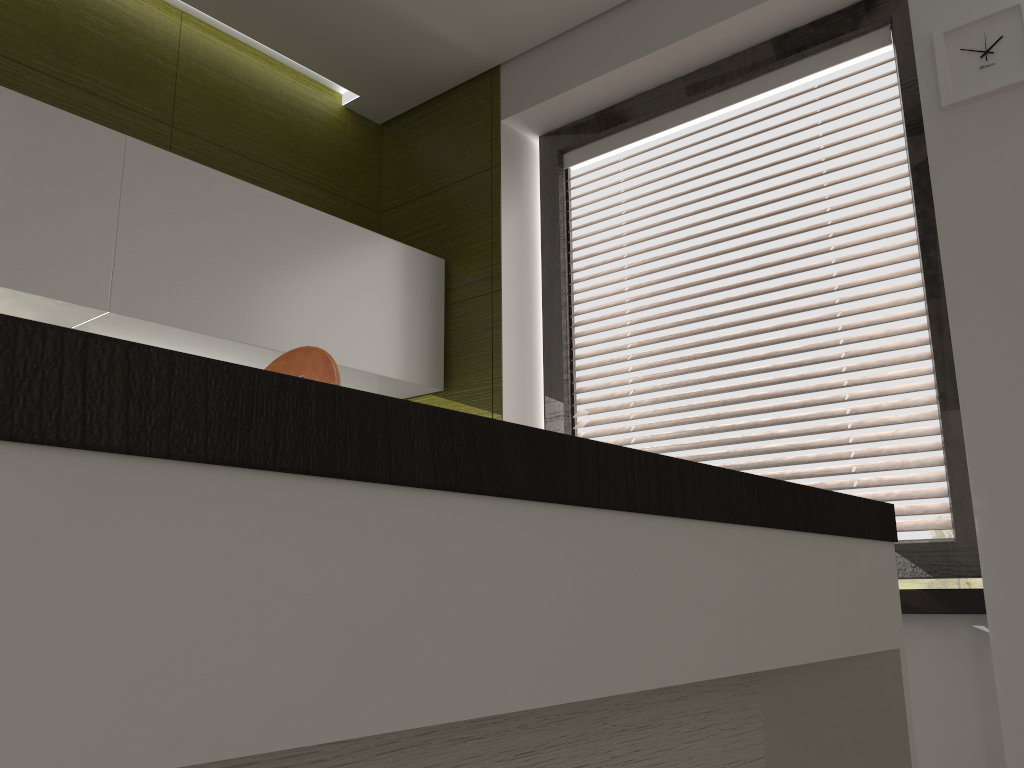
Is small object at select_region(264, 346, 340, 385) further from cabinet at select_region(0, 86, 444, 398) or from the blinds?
the blinds

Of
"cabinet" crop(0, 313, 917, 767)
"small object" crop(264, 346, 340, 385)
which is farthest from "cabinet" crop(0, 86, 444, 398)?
"cabinet" crop(0, 313, 917, 767)

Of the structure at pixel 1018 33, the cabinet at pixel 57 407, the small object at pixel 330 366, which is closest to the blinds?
the structure at pixel 1018 33

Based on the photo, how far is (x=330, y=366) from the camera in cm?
107

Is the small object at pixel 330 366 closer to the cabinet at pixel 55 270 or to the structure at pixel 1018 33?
the cabinet at pixel 55 270

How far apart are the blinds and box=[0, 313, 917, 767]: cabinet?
0.8 meters

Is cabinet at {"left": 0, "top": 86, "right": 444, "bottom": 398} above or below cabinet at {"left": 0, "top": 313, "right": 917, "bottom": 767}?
above

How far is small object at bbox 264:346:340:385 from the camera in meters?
1.1

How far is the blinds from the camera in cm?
215

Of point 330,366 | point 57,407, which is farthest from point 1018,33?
point 57,407
